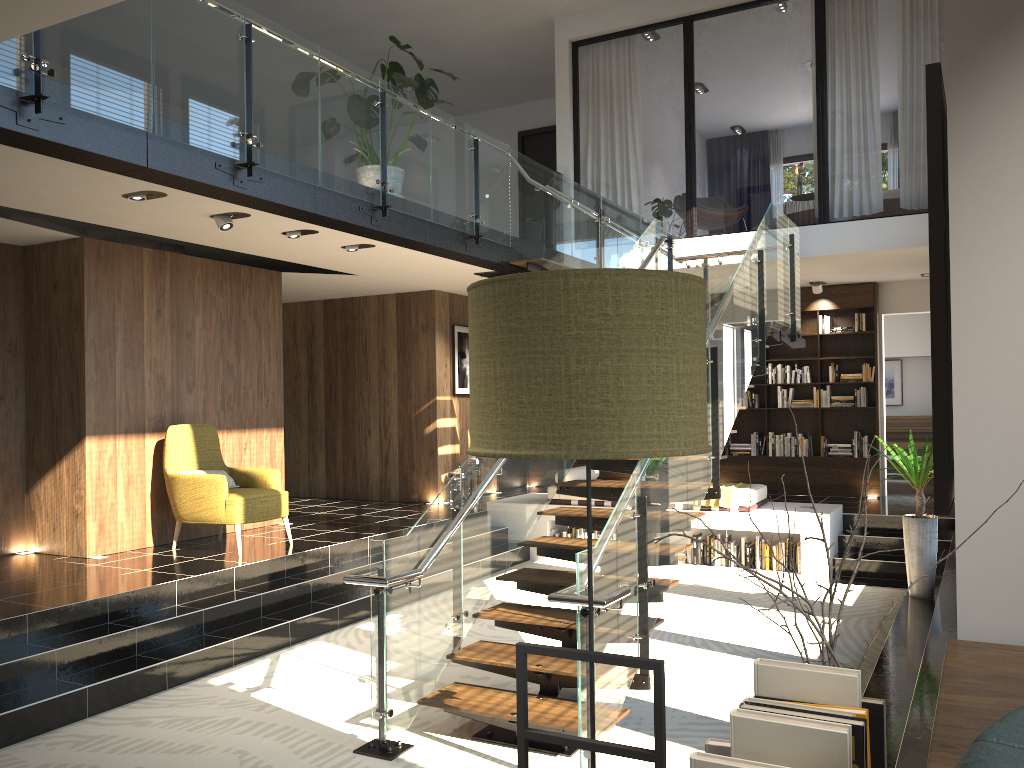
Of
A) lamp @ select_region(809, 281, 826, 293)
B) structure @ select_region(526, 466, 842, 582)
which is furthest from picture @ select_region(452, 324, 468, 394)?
lamp @ select_region(809, 281, 826, 293)

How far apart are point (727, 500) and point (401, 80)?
5.2 meters

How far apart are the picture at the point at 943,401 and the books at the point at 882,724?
0.6m

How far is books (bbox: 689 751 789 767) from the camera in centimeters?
107cm

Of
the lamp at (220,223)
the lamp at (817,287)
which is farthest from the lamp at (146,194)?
the lamp at (817,287)

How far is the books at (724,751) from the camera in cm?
124

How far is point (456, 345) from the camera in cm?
1157

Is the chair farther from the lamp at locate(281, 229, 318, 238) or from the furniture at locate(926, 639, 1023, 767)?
the furniture at locate(926, 639, 1023, 767)

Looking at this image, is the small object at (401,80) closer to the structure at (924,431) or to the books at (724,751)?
the books at (724,751)

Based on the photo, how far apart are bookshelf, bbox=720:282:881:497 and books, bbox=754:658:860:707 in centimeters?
1044cm
